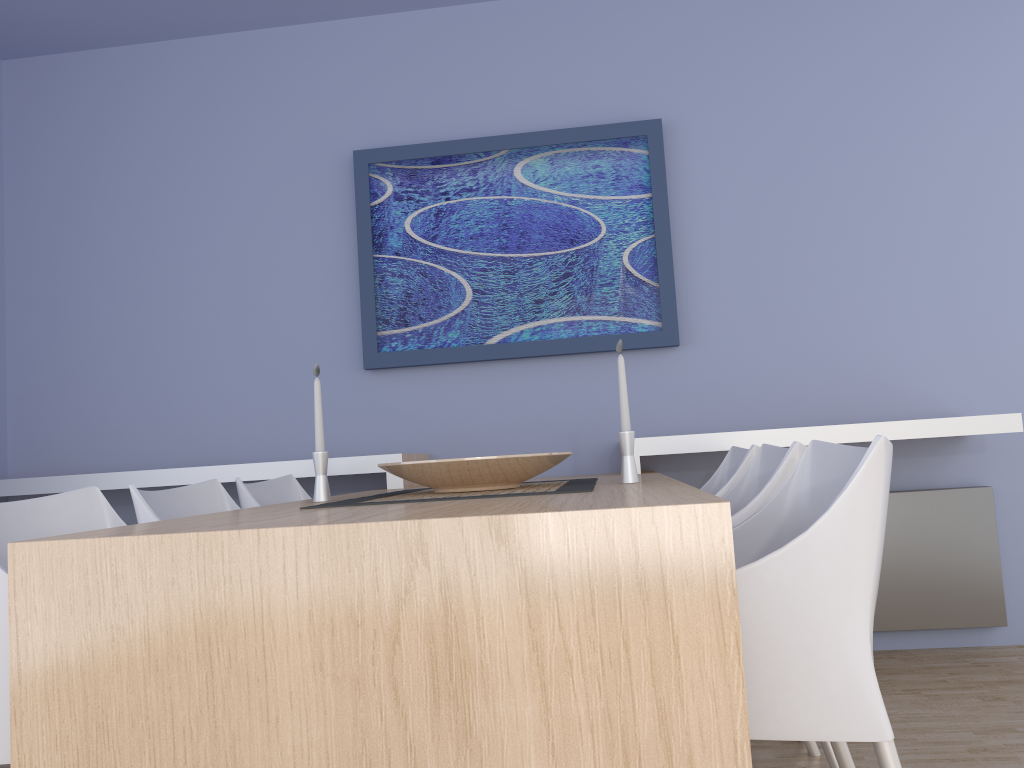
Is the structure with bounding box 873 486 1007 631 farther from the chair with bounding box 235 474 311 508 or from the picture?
the chair with bounding box 235 474 311 508

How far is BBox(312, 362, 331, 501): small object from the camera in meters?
2.2 m

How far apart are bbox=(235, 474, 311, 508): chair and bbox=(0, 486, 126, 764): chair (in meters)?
0.71

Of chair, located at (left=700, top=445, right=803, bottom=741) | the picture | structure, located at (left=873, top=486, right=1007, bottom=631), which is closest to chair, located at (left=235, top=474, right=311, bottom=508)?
the picture

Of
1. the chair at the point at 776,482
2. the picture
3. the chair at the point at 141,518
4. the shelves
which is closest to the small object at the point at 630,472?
the chair at the point at 776,482

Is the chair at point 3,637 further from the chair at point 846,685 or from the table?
the chair at point 846,685

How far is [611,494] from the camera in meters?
1.6

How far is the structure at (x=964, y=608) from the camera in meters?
3.2

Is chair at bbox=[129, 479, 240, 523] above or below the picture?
below

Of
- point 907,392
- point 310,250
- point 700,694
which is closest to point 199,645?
point 700,694
